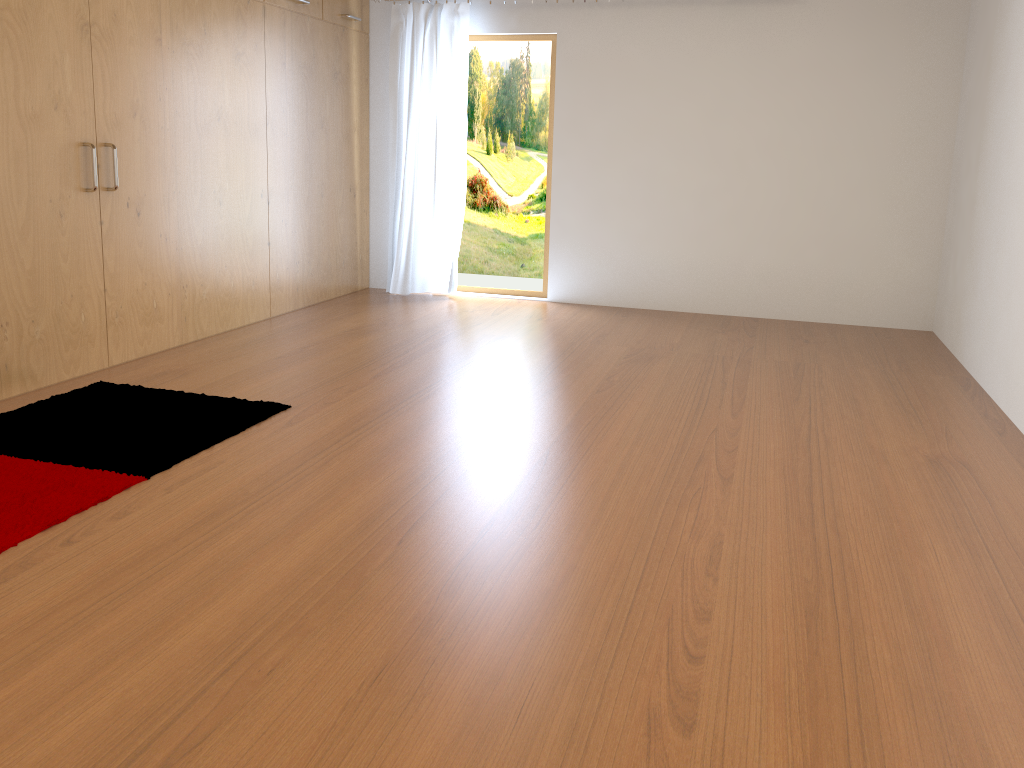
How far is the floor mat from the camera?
2.53m

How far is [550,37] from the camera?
5.8 meters

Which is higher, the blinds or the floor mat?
the blinds

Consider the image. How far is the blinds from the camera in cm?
577

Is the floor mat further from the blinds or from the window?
the window

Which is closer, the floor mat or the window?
the floor mat

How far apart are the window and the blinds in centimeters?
13cm

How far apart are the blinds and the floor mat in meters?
2.7 m

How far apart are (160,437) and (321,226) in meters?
2.9 m

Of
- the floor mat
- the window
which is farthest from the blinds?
the floor mat
